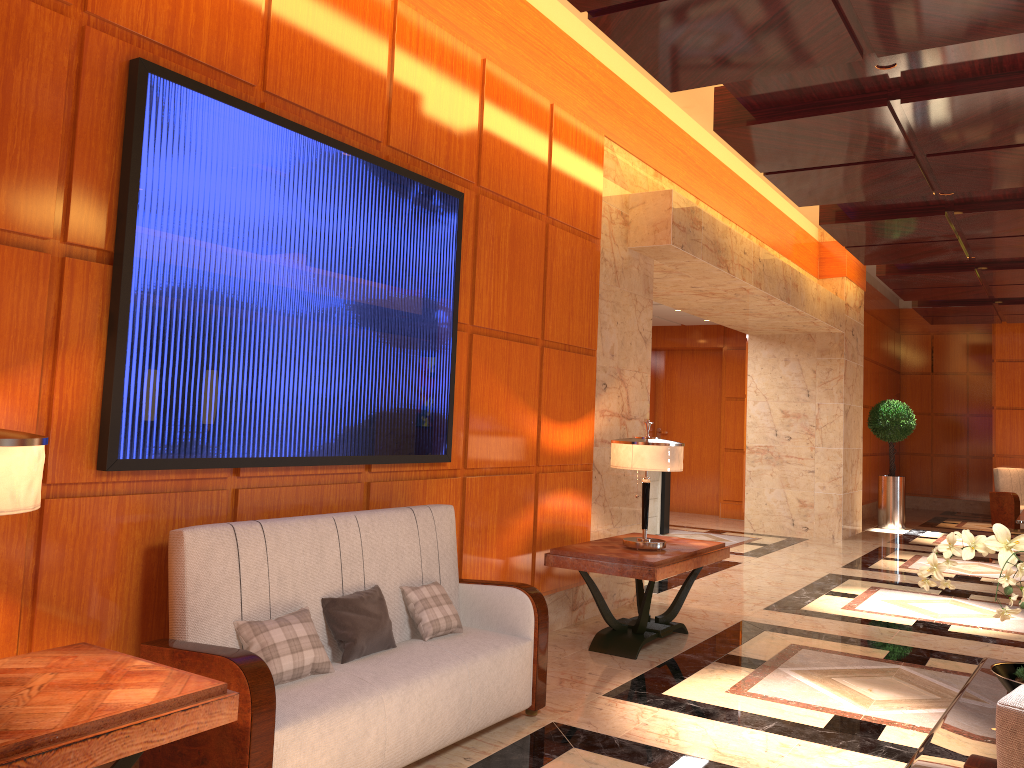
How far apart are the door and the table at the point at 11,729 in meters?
12.5

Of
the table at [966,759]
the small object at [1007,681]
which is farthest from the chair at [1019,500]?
the small object at [1007,681]

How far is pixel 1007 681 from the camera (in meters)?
2.71

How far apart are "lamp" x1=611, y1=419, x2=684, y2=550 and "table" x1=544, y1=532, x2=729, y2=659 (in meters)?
0.04

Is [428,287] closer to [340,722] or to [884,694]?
[340,722]

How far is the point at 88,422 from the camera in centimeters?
302cm

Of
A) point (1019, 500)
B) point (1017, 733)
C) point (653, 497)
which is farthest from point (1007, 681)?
point (1019, 500)

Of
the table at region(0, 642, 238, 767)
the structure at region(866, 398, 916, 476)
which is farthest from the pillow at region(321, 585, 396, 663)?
the structure at region(866, 398, 916, 476)

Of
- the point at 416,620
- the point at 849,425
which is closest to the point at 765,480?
the point at 849,425

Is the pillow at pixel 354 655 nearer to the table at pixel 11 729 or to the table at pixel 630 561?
the table at pixel 11 729
